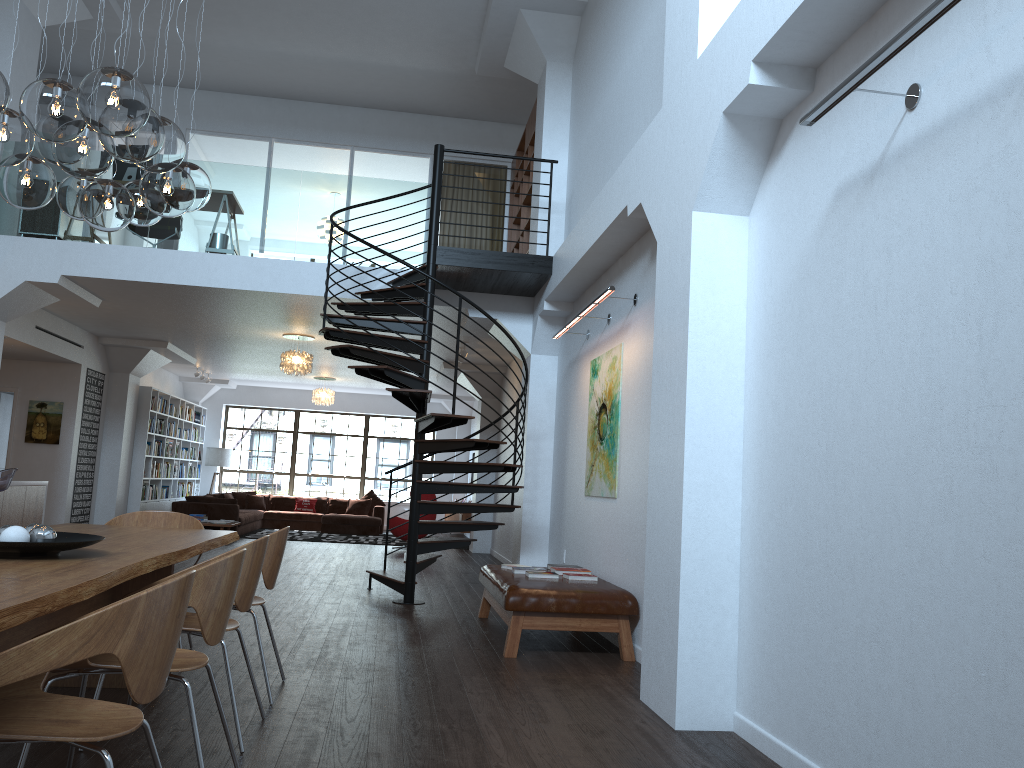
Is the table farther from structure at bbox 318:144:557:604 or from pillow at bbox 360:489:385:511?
pillow at bbox 360:489:385:511

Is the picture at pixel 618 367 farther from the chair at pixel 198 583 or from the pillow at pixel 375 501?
the pillow at pixel 375 501

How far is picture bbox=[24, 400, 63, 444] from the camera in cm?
1250

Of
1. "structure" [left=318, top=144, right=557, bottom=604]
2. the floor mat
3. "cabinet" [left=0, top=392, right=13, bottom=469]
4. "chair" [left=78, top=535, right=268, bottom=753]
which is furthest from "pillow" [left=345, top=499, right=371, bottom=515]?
"chair" [left=78, top=535, right=268, bottom=753]

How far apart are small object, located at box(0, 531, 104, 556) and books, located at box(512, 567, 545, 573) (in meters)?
3.69

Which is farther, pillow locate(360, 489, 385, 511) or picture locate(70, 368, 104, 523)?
pillow locate(360, 489, 385, 511)

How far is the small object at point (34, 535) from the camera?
3.29m

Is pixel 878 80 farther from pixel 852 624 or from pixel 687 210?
pixel 852 624

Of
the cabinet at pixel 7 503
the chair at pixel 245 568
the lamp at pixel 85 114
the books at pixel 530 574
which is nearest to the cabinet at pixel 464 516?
the cabinet at pixel 7 503

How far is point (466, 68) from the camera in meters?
11.3
